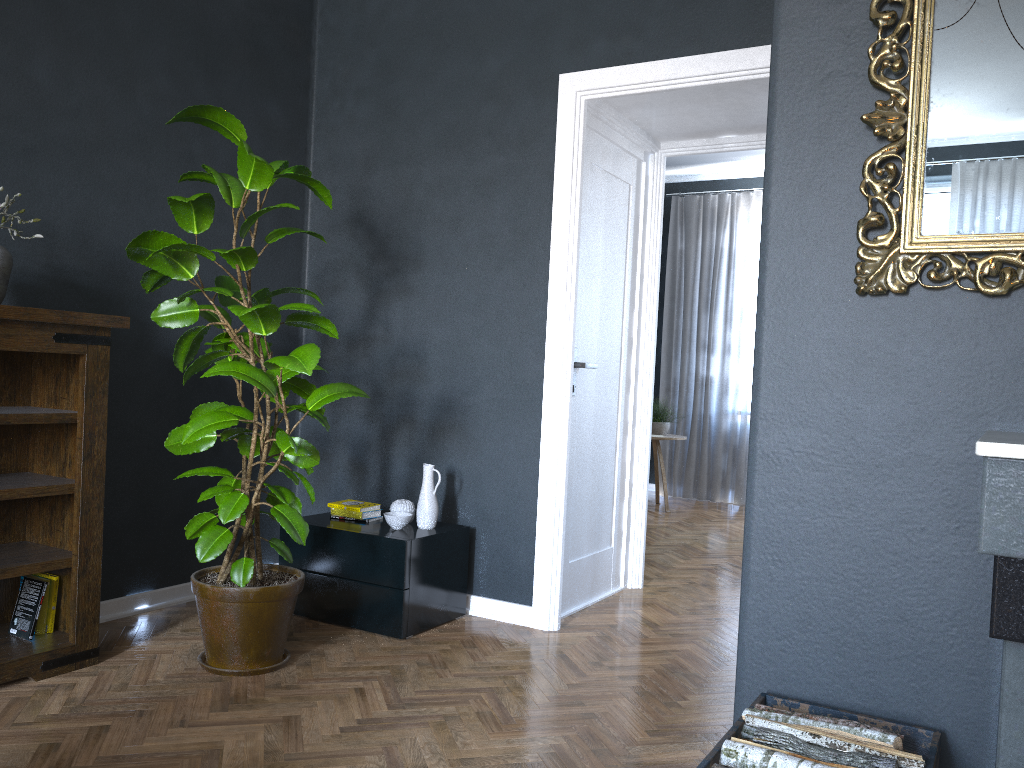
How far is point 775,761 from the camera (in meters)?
1.68

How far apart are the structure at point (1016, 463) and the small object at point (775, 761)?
0.29m

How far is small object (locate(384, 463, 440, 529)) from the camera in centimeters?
358cm

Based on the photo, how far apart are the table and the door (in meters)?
2.76

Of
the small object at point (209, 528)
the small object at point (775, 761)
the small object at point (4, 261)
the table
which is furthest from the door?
the table

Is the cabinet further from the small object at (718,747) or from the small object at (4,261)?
the small object at (718,747)

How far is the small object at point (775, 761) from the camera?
1.7m

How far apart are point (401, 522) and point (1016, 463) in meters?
2.6

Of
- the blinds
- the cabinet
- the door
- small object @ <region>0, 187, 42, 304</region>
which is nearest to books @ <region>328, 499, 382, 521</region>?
the cabinet

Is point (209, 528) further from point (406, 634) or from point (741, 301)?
point (741, 301)
